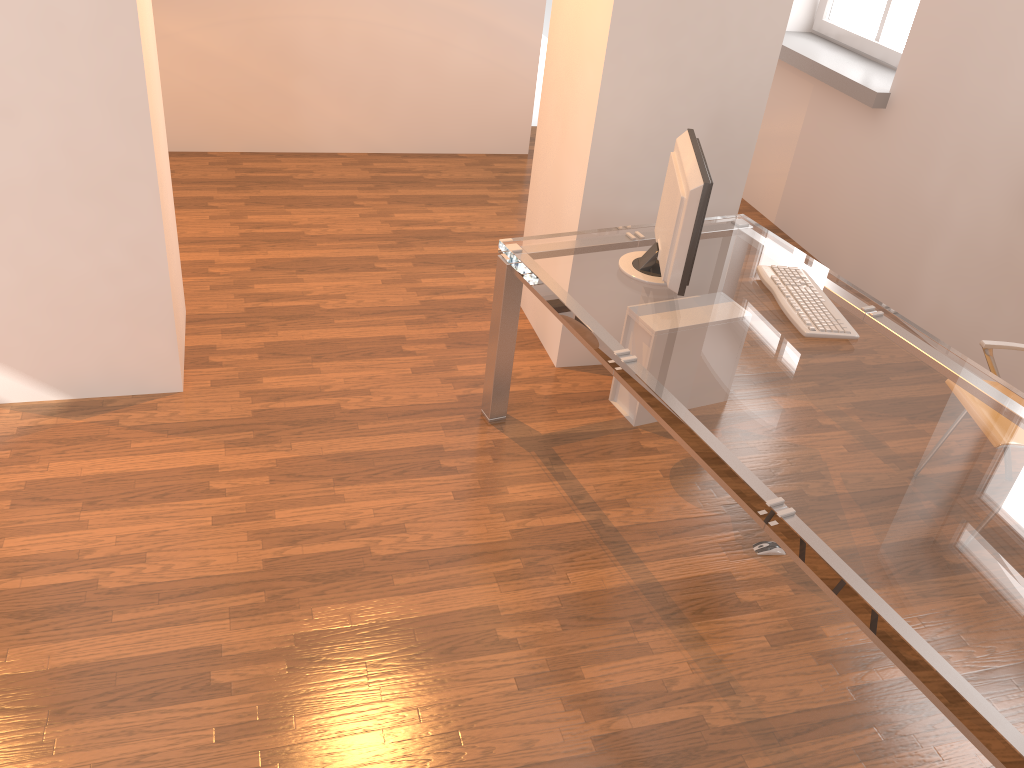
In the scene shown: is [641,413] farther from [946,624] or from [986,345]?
[946,624]

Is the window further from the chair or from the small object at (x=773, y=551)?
the small object at (x=773, y=551)

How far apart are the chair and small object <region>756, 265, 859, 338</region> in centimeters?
66cm

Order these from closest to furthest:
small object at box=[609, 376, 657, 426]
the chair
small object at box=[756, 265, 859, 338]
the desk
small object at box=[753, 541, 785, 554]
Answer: the desk, small object at box=[756, 265, 859, 338], small object at box=[753, 541, 785, 554], the chair, small object at box=[609, 376, 657, 426]

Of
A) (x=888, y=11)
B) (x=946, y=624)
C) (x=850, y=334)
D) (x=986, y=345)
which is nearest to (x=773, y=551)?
(x=850, y=334)

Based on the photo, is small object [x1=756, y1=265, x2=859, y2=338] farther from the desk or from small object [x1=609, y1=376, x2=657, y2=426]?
small object [x1=609, y1=376, x2=657, y2=426]

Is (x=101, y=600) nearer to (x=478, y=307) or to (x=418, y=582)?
(x=418, y=582)

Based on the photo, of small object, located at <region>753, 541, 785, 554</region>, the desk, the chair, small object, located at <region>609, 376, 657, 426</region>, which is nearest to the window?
the desk

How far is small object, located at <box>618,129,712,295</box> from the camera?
2.7m

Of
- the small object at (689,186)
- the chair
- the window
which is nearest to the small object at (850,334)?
the small object at (689,186)
